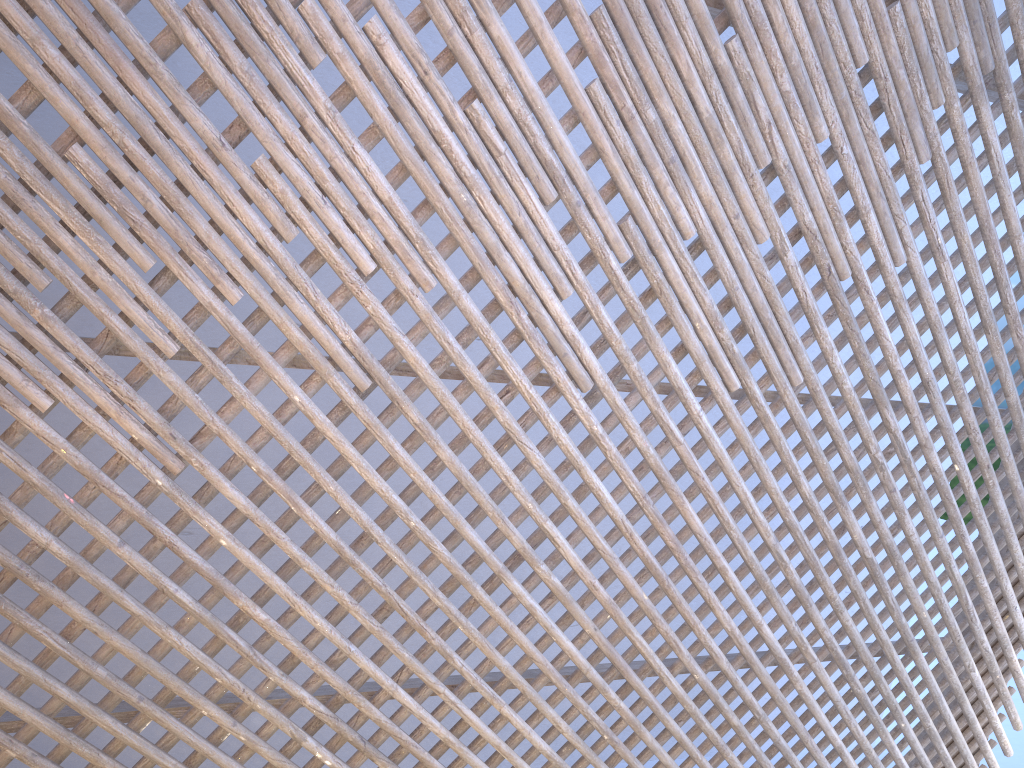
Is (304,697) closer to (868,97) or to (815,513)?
(815,513)

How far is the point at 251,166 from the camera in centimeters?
173cm
